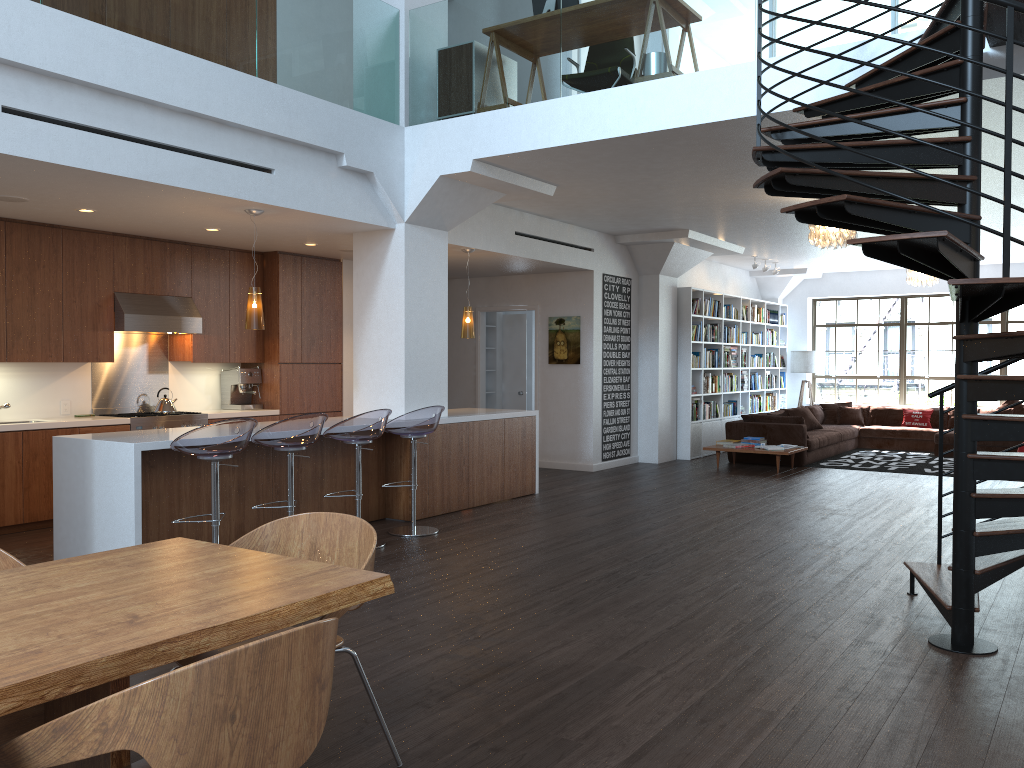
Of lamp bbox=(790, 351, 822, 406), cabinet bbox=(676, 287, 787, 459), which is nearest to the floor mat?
cabinet bbox=(676, 287, 787, 459)

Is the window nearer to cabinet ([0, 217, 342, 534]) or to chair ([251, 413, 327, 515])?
cabinet ([0, 217, 342, 534])

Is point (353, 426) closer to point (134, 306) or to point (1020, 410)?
point (134, 306)

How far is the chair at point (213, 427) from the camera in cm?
524

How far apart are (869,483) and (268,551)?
8.5m

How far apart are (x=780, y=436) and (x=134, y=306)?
8.0m

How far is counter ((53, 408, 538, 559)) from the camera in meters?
5.4

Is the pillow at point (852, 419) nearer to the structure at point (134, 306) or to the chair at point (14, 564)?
the structure at point (134, 306)

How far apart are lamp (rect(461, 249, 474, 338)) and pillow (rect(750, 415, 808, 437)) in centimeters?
498cm

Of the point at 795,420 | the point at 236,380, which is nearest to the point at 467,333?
the point at 236,380
